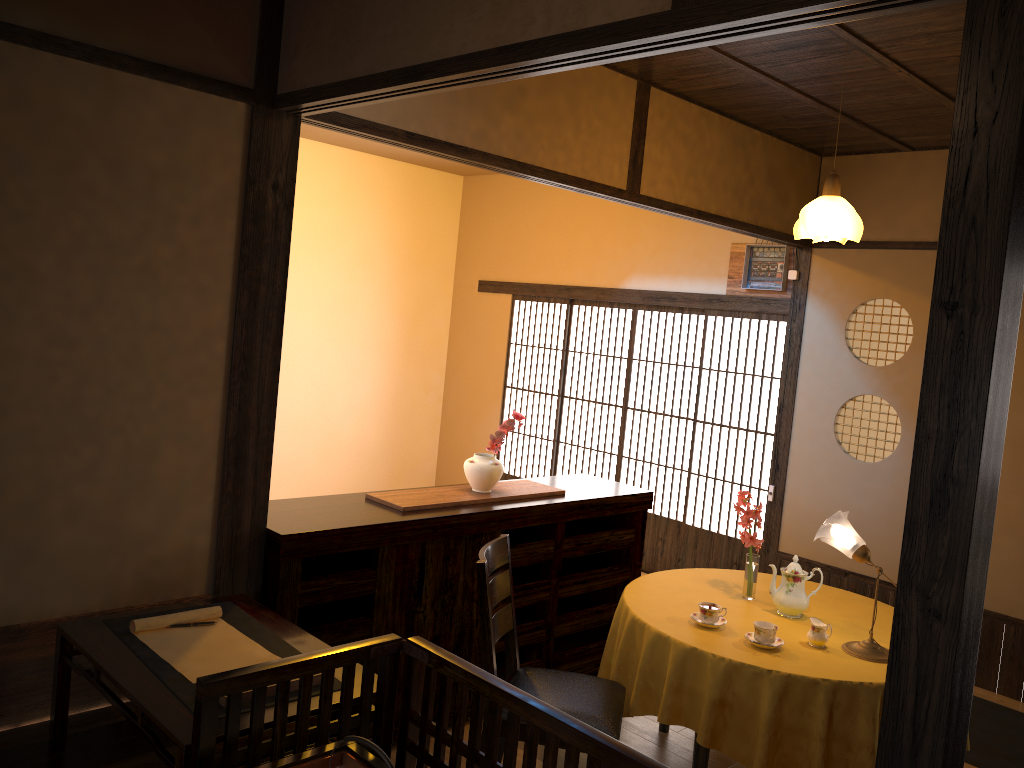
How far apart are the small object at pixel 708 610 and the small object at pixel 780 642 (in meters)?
0.15

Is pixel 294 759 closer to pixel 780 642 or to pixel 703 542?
pixel 780 642

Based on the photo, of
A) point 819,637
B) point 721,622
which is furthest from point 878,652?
point 721,622

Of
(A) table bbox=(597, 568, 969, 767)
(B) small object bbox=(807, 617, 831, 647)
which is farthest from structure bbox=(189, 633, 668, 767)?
(B) small object bbox=(807, 617, 831, 647)

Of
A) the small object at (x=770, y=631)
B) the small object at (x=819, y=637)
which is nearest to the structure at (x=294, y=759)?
the small object at (x=770, y=631)

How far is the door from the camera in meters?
6.3

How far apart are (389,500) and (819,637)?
1.8 meters

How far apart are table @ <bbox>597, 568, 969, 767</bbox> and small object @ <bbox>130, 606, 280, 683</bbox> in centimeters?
147cm

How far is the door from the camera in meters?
6.3

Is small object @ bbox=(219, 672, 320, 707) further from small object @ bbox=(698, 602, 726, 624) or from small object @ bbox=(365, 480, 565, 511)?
small object @ bbox=(698, 602, 726, 624)
